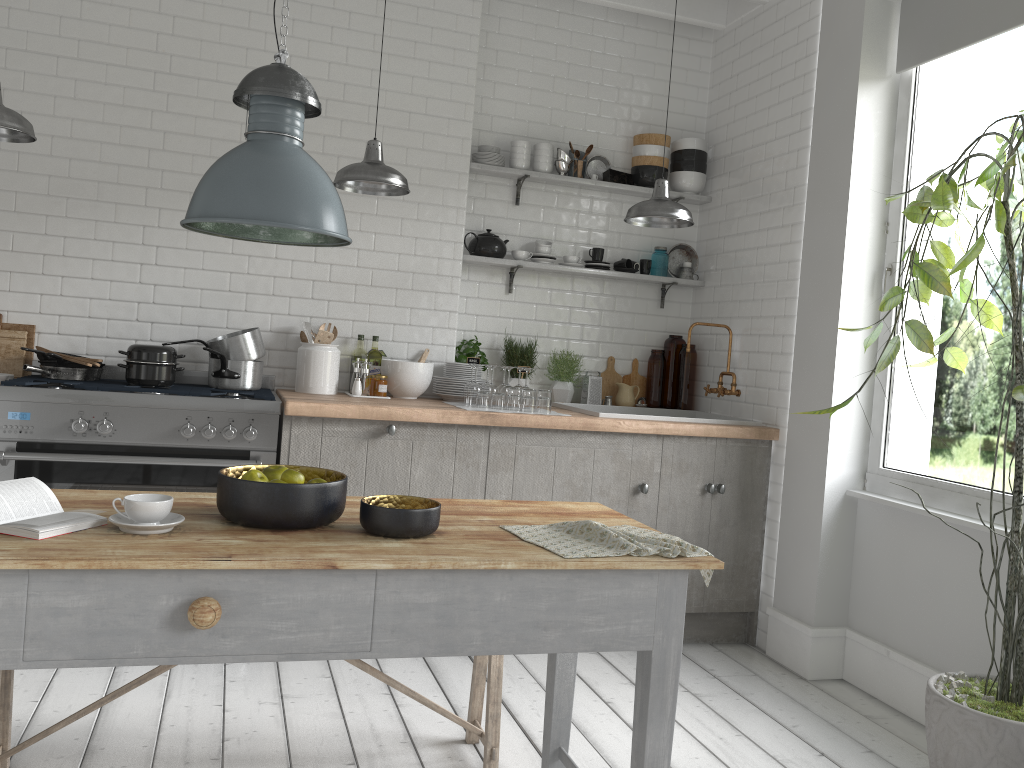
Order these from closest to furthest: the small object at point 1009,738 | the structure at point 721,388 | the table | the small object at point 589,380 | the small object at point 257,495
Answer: the table, the small object at point 257,495, the small object at point 1009,738, the structure at point 721,388, the small object at point 589,380

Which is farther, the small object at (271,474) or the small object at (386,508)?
the small object at (271,474)

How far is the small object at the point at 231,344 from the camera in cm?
490

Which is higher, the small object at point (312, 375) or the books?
the small object at point (312, 375)

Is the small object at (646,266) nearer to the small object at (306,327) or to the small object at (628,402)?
the small object at (628,402)

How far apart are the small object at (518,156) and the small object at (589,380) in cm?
141

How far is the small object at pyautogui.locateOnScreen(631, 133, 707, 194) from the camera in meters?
6.0 m

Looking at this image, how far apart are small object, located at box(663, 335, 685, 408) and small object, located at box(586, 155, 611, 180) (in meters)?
1.25

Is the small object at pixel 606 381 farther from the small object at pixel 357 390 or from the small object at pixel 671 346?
the small object at pixel 357 390

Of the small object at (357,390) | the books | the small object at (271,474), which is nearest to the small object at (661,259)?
the small object at (357,390)
